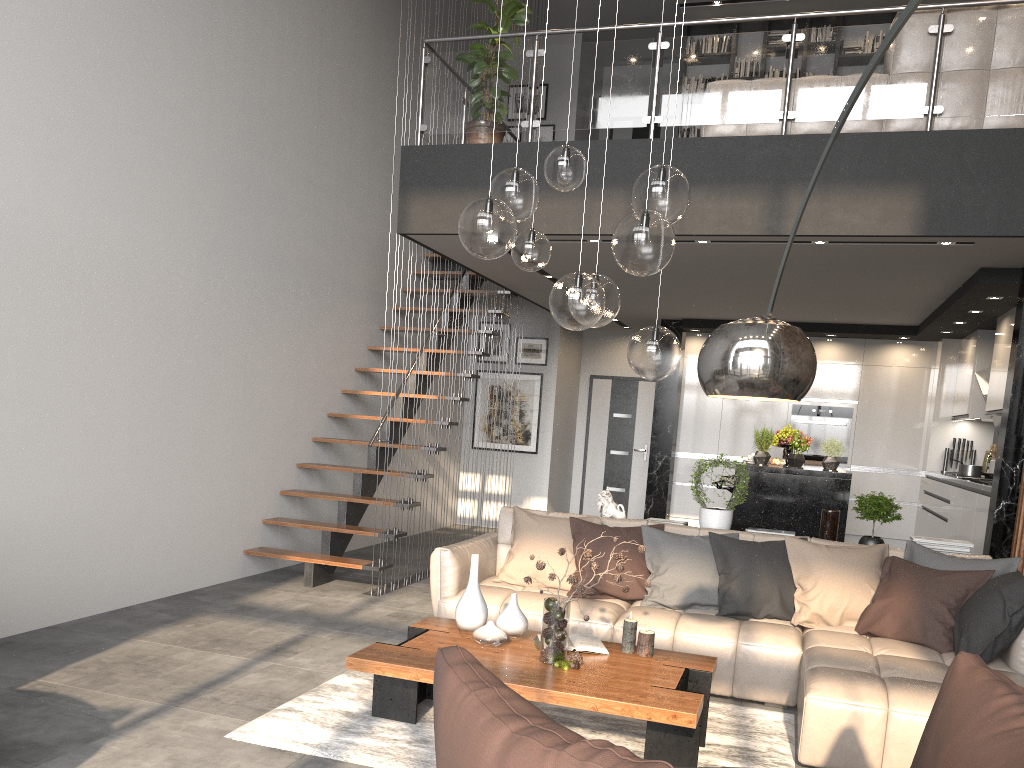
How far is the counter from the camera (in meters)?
6.31

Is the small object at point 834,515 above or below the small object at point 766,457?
below

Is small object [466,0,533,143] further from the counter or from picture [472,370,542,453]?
picture [472,370,542,453]

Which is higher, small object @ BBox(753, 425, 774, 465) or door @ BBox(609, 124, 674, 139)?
door @ BBox(609, 124, 674, 139)

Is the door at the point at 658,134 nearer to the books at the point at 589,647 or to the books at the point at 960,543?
the books at the point at 960,543

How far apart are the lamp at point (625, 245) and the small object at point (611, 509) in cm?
206

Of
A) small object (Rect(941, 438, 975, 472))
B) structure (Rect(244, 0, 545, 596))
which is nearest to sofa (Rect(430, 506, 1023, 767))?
structure (Rect(244, 0, 545, 596))

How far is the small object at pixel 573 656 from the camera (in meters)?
3.63

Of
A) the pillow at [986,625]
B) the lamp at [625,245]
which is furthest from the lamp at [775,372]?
the pillow at [986,625]

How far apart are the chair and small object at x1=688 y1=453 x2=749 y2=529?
3.4m
